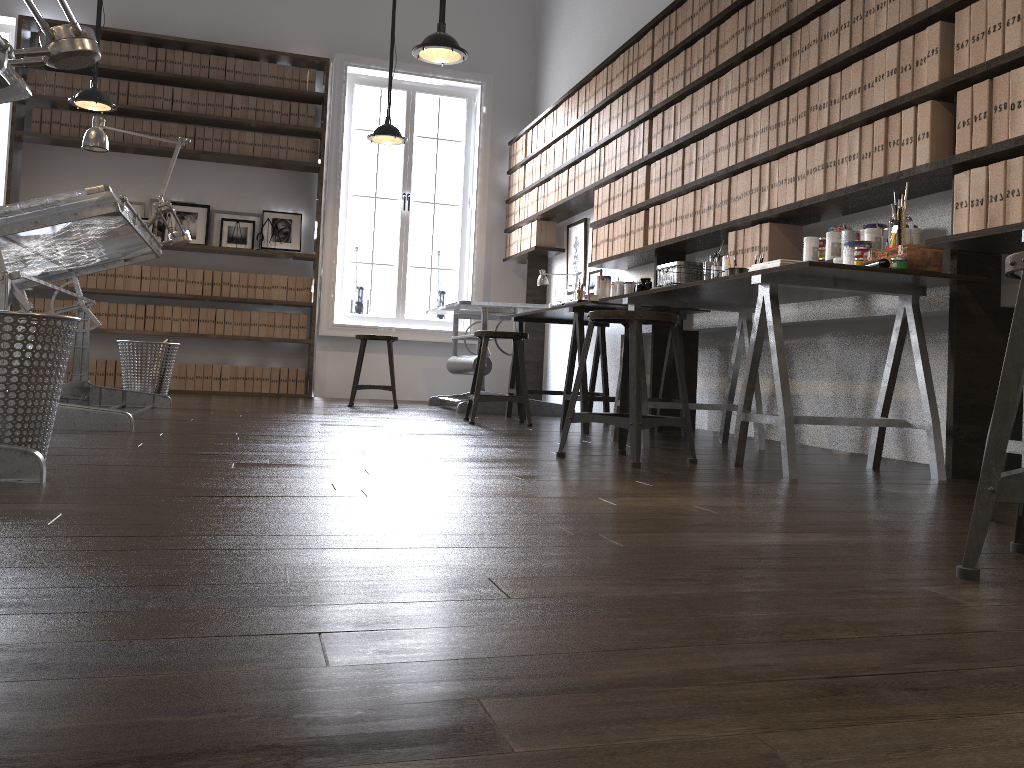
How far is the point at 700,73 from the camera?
4.6m

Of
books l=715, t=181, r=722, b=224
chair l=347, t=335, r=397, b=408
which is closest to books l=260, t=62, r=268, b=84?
chair l=347, t=335, r=397, b=408

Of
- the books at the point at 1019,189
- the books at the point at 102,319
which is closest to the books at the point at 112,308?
the books at the point at 102,319

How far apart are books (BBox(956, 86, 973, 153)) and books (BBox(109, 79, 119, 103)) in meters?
6.6 m

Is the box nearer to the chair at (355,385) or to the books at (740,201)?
the books at (740,201)

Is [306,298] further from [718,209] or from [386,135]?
[718,209]

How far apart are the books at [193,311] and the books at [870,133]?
5.8 meters

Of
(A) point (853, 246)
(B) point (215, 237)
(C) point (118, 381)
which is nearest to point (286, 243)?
(B) point (215, 237)

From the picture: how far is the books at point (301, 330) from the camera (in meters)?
7.77

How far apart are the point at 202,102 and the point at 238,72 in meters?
0.4
